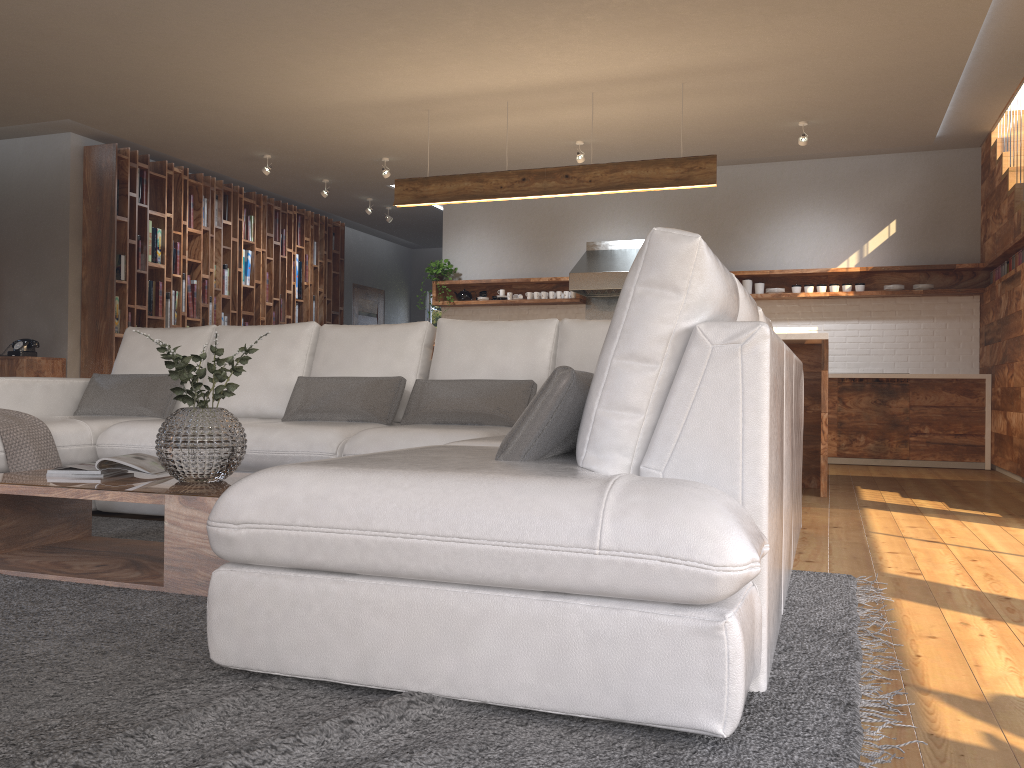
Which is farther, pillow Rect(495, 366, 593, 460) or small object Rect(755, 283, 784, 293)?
small object Rect(755, 283, 784, 293)

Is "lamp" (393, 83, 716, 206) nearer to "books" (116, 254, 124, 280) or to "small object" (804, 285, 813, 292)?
"small object" (804, 285, 813, 292)

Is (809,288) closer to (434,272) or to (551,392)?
(434,272)

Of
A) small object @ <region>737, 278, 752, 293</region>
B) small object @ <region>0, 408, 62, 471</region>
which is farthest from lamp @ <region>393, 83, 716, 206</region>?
small object @ <region>0, 408, 62, 471</region>

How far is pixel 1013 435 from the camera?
6.3 meters

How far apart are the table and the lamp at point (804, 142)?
5.5 meters

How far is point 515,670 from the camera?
1.6m

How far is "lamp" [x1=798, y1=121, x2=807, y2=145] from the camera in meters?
6.9 m

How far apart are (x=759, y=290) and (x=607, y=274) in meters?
1.4 m

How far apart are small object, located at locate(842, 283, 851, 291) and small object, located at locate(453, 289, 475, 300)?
3.7 meters
